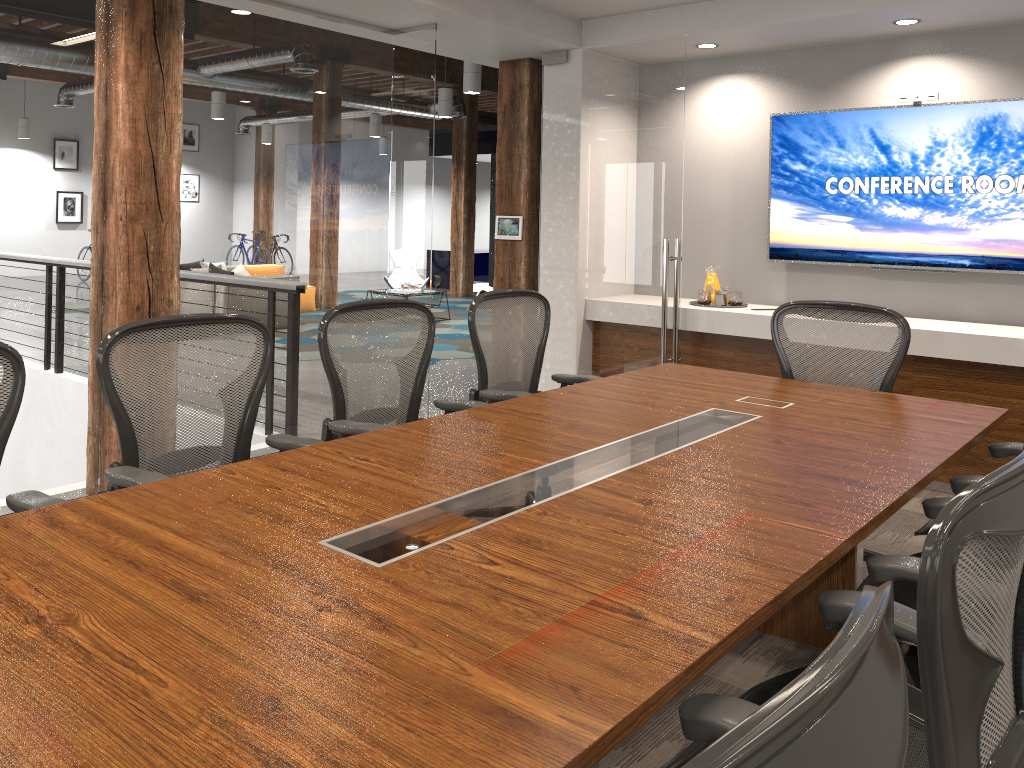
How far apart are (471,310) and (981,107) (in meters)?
3.37

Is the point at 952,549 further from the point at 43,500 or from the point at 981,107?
the point at 981,107

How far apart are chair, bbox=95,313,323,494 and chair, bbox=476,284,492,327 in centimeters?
805cm

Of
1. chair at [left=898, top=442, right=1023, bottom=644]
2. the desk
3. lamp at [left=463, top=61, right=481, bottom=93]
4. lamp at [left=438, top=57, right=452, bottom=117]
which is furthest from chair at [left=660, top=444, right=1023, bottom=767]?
lamp at [left=438, top=57, right=452, bottom=117]

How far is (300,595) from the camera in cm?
159

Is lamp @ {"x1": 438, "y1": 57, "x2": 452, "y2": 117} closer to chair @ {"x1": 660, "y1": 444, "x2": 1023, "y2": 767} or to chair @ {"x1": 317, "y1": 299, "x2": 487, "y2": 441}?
chair @ {"x1": 317, "y1": 299, "x2": 487, "y2": 441}

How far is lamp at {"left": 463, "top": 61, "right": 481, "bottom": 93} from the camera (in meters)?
9.31

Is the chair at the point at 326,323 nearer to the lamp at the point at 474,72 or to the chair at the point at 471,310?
the chair at the point at 471,310

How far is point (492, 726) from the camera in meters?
1.2 m

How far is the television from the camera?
5.0m
